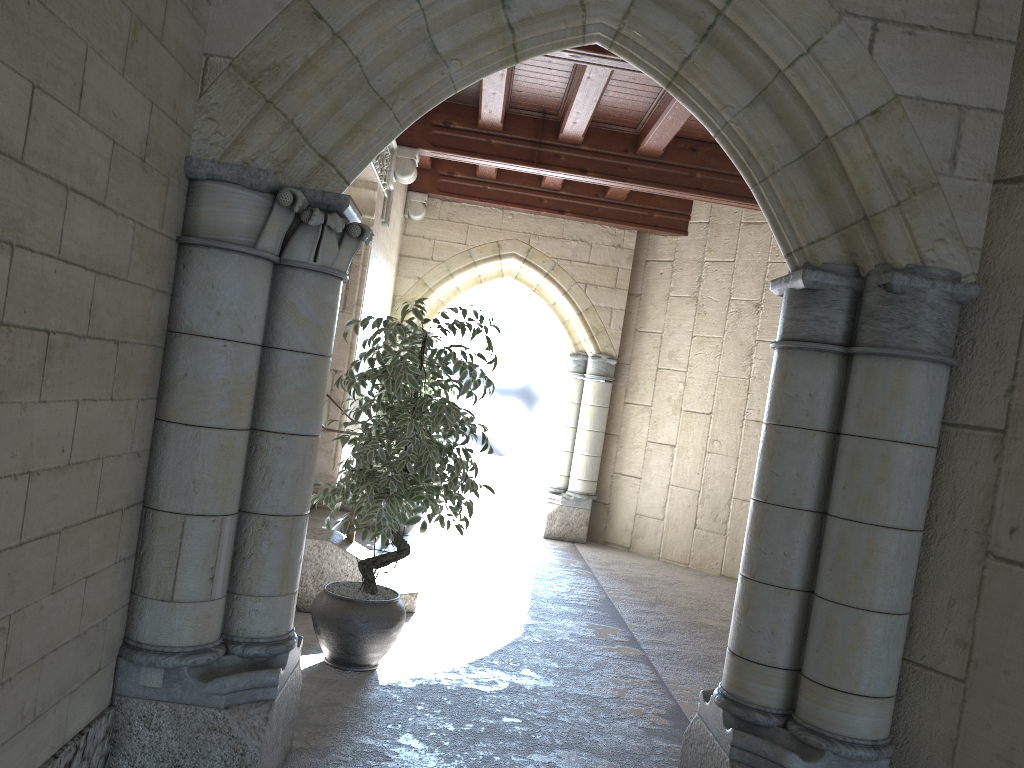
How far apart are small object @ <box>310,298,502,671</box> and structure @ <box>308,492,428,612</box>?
0.8 meters

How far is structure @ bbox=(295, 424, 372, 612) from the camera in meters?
4.5 m

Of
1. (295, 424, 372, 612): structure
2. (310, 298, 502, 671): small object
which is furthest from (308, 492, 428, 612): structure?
(310, 298, 502, 671): small object

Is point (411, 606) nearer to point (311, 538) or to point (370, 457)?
point (311, 538)

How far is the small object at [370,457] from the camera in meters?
3.6

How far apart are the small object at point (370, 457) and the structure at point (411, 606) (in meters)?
0.83

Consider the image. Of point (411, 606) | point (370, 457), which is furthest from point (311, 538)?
point (370, 457)

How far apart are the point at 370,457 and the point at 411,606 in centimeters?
151cm

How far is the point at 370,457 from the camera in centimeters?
359cm

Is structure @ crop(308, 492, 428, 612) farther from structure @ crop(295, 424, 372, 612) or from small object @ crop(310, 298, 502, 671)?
small object @ crop(310, 298, 502, 671)
